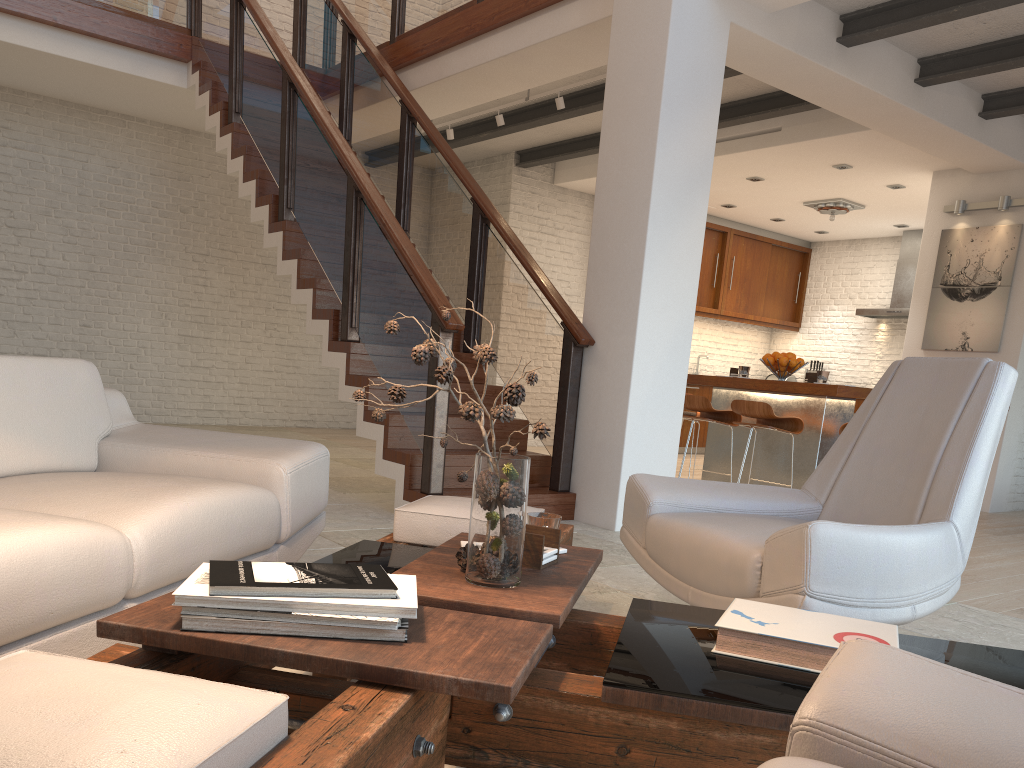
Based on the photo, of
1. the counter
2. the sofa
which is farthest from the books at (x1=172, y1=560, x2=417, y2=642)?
the counter

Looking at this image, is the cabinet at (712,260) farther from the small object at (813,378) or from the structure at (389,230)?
the structure at (389,230)

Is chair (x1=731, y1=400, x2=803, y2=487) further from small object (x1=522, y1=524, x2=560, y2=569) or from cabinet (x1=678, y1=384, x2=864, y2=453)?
small object (x1=522, y1=524, x2=560, y2=569)

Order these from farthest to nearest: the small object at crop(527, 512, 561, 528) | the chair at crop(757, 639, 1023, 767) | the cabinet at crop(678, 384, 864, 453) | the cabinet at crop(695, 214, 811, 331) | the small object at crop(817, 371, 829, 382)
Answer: the cabinet at crop(695, 214, 811, 331)
the cabinet at crop(678, 384, 864, 453)
the small object at crop(817, 371, 829, 382)
the small object at crop(527, 512, 561, 528)
the chair at crop(757, 639, 1023, 767)

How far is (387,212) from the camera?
5.09m

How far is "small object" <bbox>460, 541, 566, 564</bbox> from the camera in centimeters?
204cm

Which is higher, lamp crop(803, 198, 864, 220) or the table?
lamp crop(803, 198, 864, 220)

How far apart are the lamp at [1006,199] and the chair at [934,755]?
7.40m

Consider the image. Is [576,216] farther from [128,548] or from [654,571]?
[128,548]

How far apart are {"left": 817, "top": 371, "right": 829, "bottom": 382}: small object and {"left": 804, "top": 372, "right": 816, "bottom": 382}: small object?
0.1m
